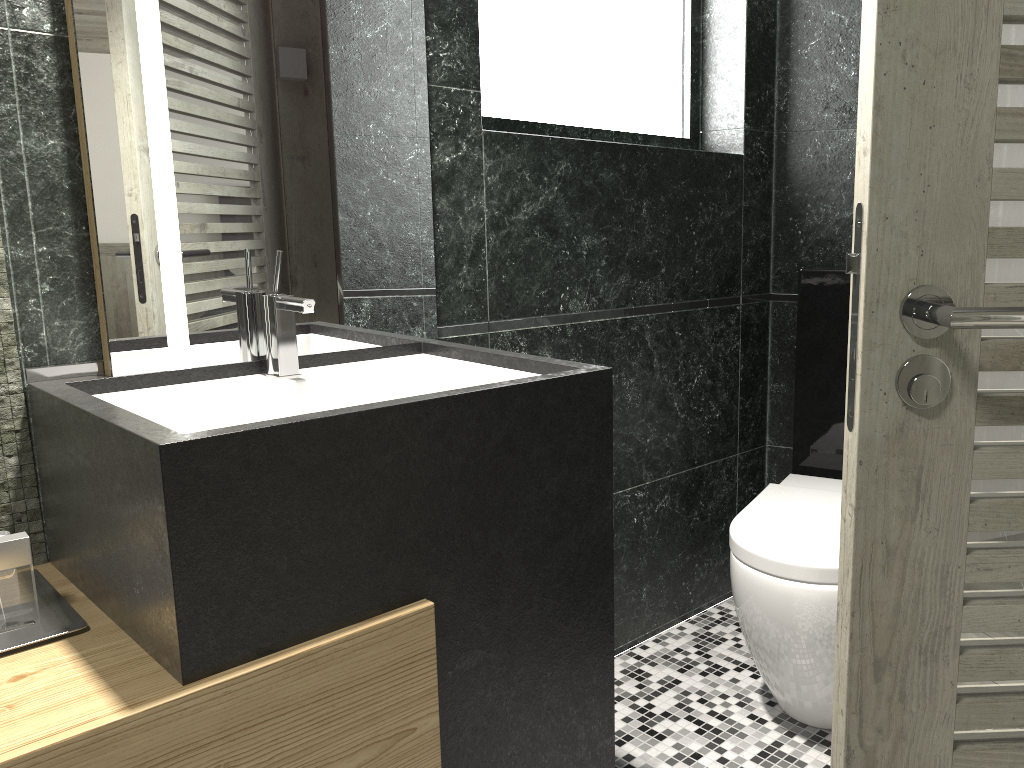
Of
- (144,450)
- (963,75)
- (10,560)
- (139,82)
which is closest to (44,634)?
(10,560)

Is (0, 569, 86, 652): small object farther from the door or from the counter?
the door

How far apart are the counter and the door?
0.6m

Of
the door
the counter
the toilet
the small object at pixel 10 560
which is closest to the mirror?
the counter

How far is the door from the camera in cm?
92

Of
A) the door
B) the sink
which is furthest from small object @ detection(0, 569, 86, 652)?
the door

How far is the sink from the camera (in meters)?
1.61

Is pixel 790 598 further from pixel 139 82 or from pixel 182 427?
pixel 139 82

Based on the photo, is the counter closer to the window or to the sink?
the sink

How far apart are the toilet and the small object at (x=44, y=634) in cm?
141
